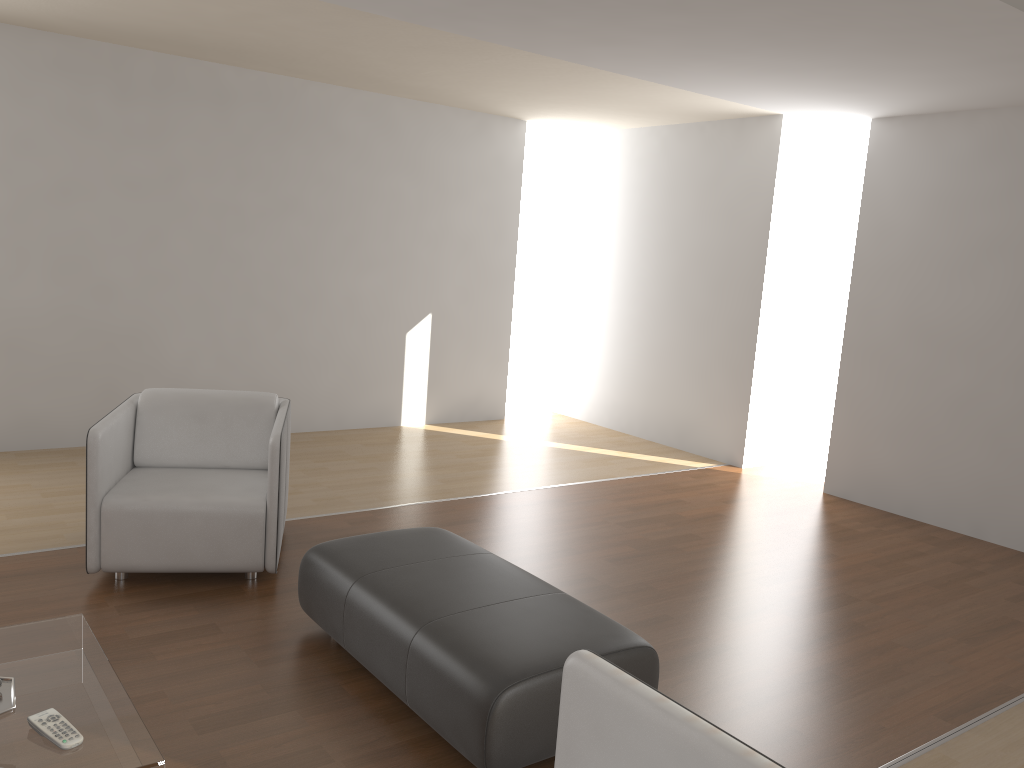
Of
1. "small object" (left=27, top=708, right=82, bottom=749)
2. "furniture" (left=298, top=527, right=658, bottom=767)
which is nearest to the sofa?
"furniture" (left=298, top=527, right=658, bottom=767)

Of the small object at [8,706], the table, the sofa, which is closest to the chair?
the table

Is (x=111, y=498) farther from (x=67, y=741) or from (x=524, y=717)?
(x=524, y=717)

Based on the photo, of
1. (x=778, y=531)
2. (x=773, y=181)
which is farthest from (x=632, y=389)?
(x=778, y=531)

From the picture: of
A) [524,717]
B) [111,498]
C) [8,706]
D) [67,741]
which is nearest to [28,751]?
[67,741]

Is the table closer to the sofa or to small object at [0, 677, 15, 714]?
small object at [0, 677, 15, 714]

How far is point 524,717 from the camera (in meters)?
2.45

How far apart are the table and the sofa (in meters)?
0.89

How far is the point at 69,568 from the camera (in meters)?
3.81

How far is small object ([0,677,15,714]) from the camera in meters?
2.2 m
